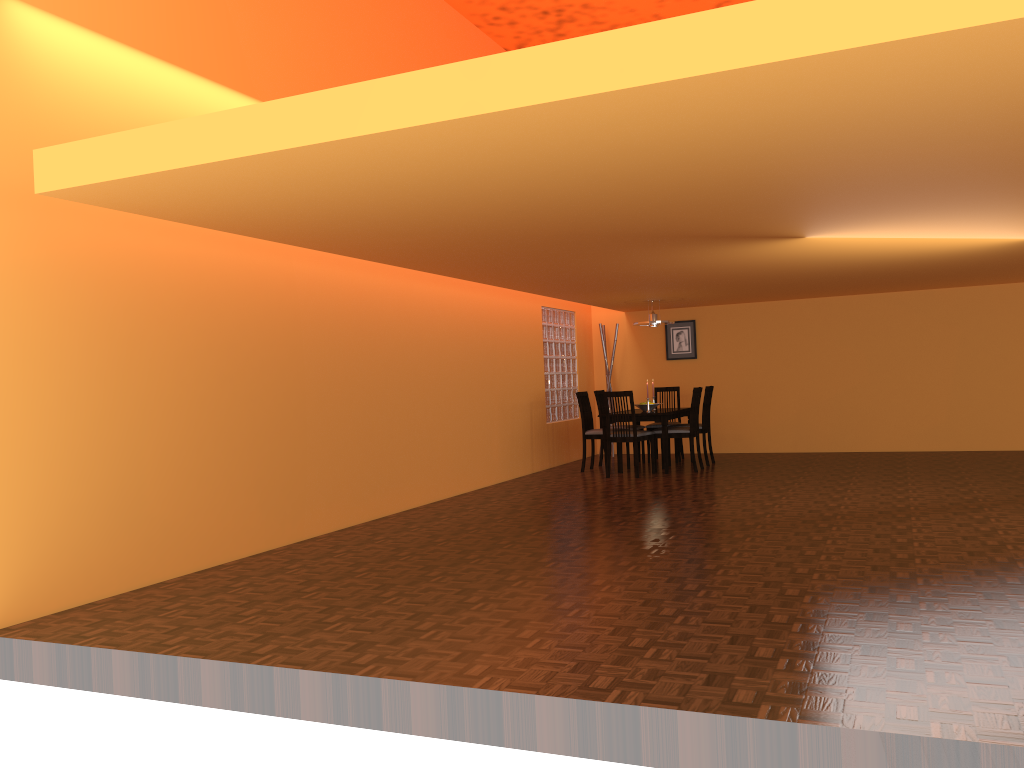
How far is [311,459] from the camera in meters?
5.6 m

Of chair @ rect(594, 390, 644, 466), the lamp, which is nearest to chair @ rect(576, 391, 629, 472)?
chair @ rect(594, 390, 644, 466)

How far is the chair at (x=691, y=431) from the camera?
8.38m

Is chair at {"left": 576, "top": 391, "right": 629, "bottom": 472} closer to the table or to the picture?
the table

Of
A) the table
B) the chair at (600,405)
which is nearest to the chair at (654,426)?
the table

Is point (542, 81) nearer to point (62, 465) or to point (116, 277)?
point (116, 277)

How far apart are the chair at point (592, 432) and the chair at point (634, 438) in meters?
0.5 m

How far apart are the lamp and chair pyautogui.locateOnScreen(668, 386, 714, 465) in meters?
0.9

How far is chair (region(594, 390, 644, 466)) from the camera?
9.37m

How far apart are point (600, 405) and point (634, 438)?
1.3m
